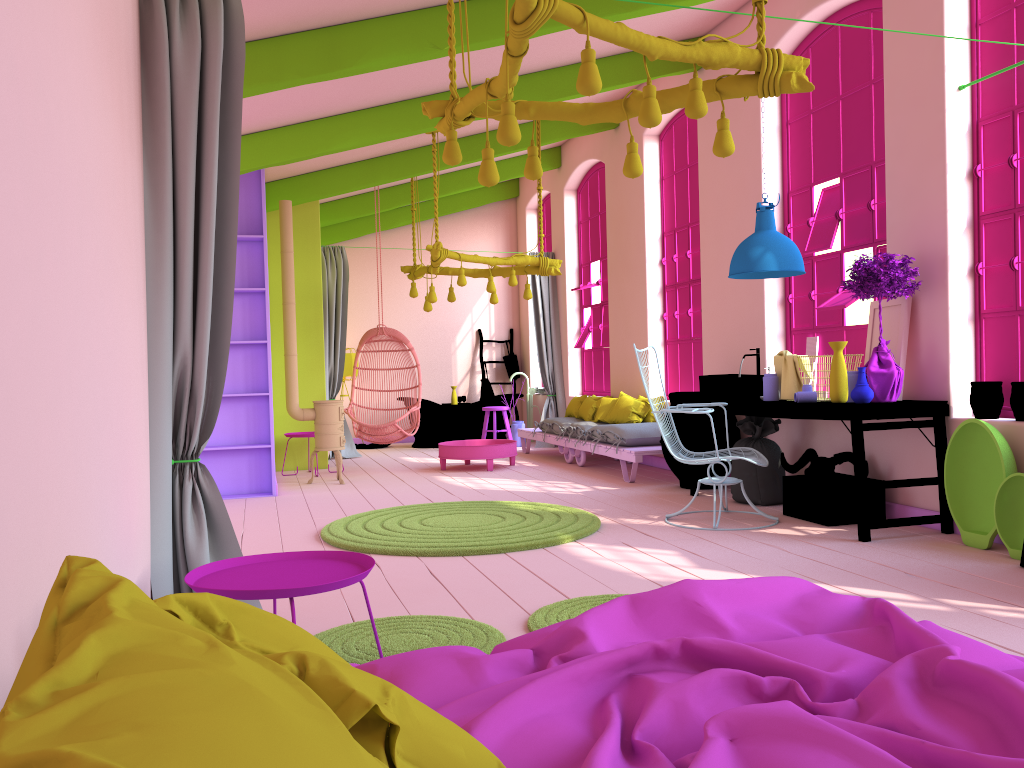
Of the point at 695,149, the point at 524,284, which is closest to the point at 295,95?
the point at 695,149

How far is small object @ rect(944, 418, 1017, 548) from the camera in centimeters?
491cm

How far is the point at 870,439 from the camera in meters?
6.2

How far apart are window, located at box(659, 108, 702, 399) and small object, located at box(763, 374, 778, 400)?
2.6 meters

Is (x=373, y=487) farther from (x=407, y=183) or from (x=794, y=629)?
(x=794, y=629)

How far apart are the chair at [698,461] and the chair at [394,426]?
4.4 meters

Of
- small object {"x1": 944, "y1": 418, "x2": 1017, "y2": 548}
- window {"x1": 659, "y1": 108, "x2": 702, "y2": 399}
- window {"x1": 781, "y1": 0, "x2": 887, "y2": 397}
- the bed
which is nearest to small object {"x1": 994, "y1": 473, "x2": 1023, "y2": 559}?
small object {"x1": 944, "y1": 418, "x2": 1017, "y2": 548}

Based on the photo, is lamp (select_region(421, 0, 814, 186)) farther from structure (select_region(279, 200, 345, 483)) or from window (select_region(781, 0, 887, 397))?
structure (select_region(279, 200, 345, 483))

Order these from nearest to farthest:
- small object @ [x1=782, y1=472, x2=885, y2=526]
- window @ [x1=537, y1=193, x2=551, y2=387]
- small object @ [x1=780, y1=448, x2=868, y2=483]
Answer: small object @ [x1=782, y1=472, x2=885, y2=526] < small object @ [x1=780, y1=448, x2=868, y2=483] < window @ [x1=537, y1=193, x2=551, y2=387]

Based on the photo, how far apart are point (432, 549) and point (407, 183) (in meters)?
7.37
